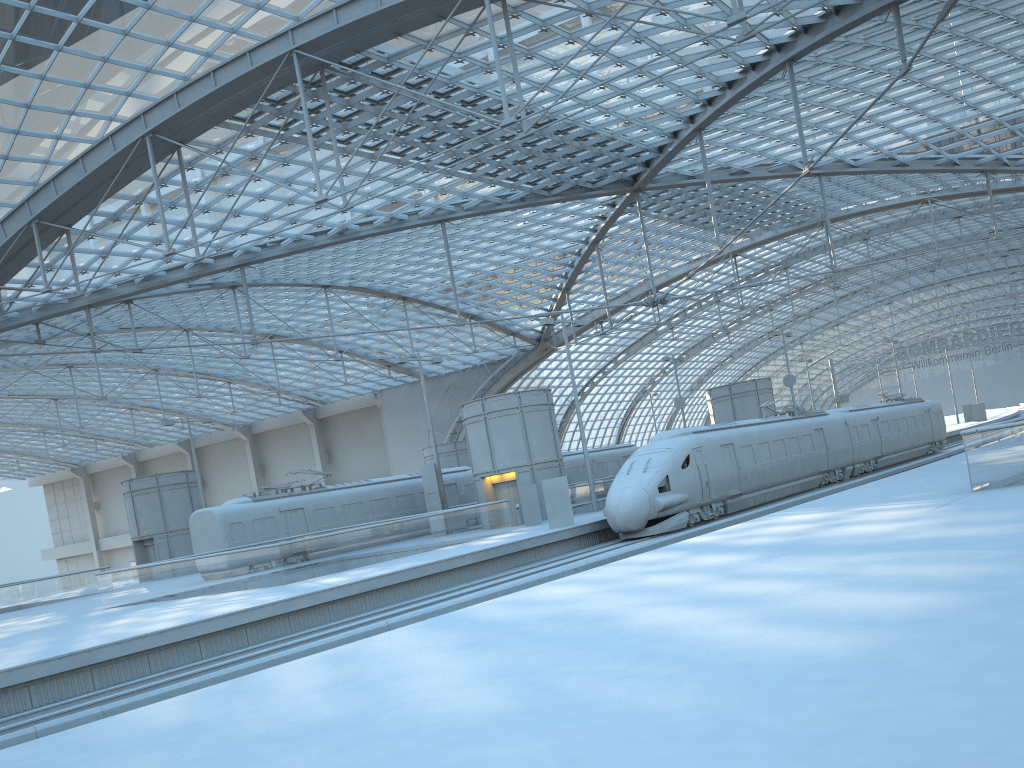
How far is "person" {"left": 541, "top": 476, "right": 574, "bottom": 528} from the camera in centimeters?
2909cm

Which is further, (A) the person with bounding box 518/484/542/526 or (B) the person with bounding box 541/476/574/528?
(A) the person with bounding box 518/484/542/526

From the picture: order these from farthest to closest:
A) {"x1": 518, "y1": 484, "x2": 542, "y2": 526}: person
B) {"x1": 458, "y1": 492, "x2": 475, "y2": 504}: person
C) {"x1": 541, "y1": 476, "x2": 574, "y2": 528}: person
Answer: {"x1": 458, "y1": 492, "x2": 475, "y2": 504}: person, {"x1": 518, "y1": 484, "x2": 542, "y2": 526}: person, {"x1": 541, "y1": 476, "x2": 574, "y2": 528}: person

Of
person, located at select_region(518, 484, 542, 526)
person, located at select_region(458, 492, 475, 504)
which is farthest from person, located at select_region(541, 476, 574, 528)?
person, located at select_region(458, 492, 475, 504)

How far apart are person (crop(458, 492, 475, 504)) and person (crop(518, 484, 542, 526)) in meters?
9.1 m

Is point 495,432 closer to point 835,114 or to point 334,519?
point 334,519

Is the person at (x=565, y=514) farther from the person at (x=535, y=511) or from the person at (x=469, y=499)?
the person at (x=469, y=499)

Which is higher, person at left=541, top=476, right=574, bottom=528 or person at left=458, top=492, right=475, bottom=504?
person at left=458, top=492, right=475, bottom=504

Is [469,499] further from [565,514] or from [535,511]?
[565,514]

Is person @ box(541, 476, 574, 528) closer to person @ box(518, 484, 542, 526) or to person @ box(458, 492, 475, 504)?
person @ box(518, 484, 542, 526)
